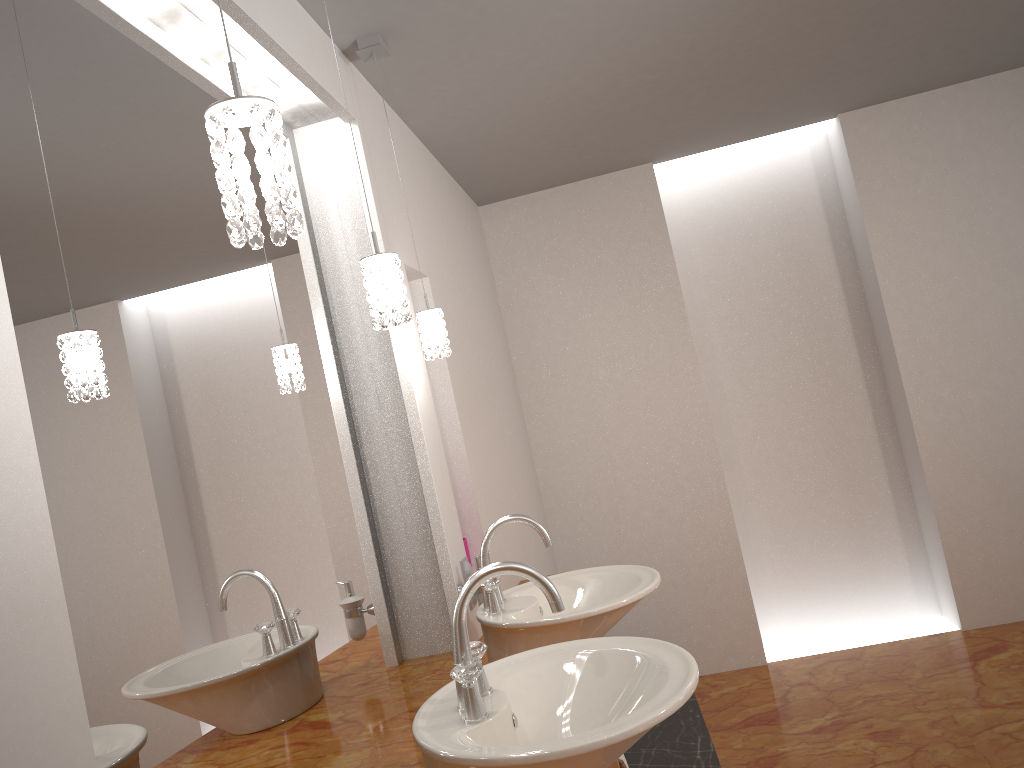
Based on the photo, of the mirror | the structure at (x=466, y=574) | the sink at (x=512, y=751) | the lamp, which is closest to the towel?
the sink at (x=512, y=751)

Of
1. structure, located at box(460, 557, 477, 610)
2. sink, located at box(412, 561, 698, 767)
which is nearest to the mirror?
structure, located at box(460, 557, 477, 610)

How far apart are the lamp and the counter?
0.8 meters

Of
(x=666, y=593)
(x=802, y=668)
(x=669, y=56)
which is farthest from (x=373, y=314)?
(x=802, y=668)

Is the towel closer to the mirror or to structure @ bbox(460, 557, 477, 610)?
the mirror

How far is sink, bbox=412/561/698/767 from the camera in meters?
1.2 m

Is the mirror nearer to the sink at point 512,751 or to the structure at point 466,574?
the structure at point 466,574

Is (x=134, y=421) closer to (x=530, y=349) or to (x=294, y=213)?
(x=294, y=213)

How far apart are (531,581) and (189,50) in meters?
1.3 m

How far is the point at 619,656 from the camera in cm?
154
